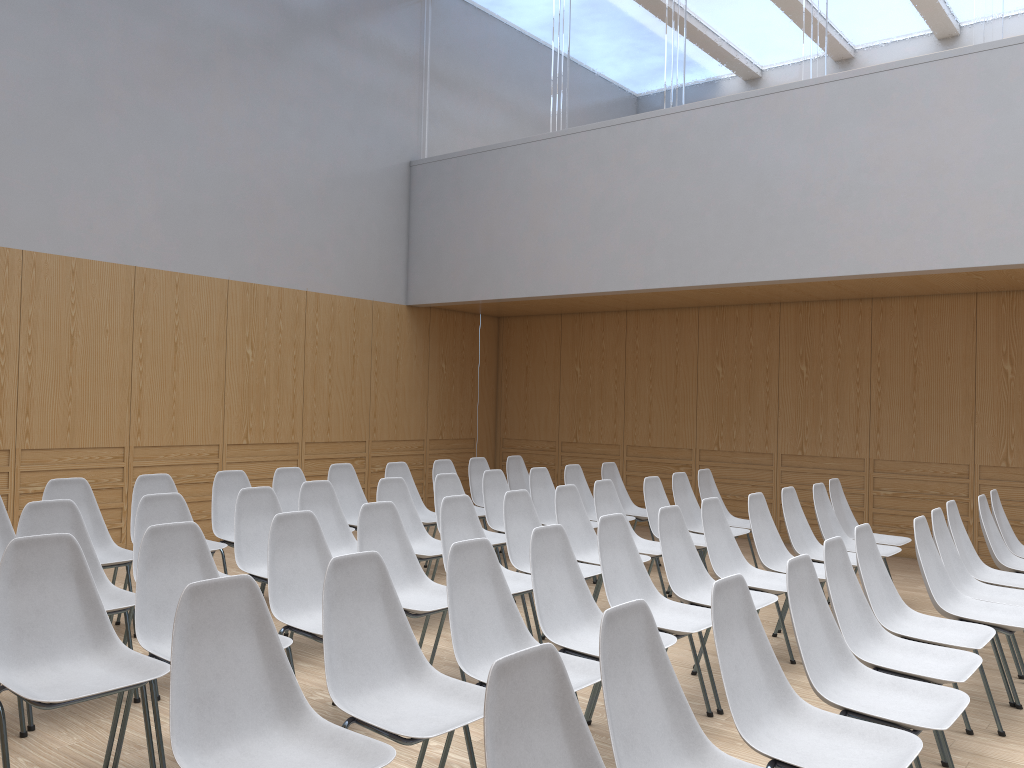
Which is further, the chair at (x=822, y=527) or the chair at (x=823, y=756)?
the chair at (x=822, y=527)

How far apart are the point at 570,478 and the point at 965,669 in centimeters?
423cm

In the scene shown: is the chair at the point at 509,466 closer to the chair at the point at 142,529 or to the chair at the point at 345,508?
the chair at the point at 345,508

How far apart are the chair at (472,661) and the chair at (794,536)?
2.7m

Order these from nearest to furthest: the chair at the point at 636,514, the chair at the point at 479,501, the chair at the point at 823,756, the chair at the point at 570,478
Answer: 1. the chair at the point at 823,756
2. the chair at the point at 570,478
3. the chair at the point at 636,514
4. the chair at the point at 479,501

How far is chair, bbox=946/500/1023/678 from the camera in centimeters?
499cm

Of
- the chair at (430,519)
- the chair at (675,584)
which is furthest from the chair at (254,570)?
the chair at (675,584)

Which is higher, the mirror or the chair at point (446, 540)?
the mirror

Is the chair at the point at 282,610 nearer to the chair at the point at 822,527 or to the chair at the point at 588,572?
the chair at the point at 588,572

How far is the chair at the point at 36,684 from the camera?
2.8 meters
